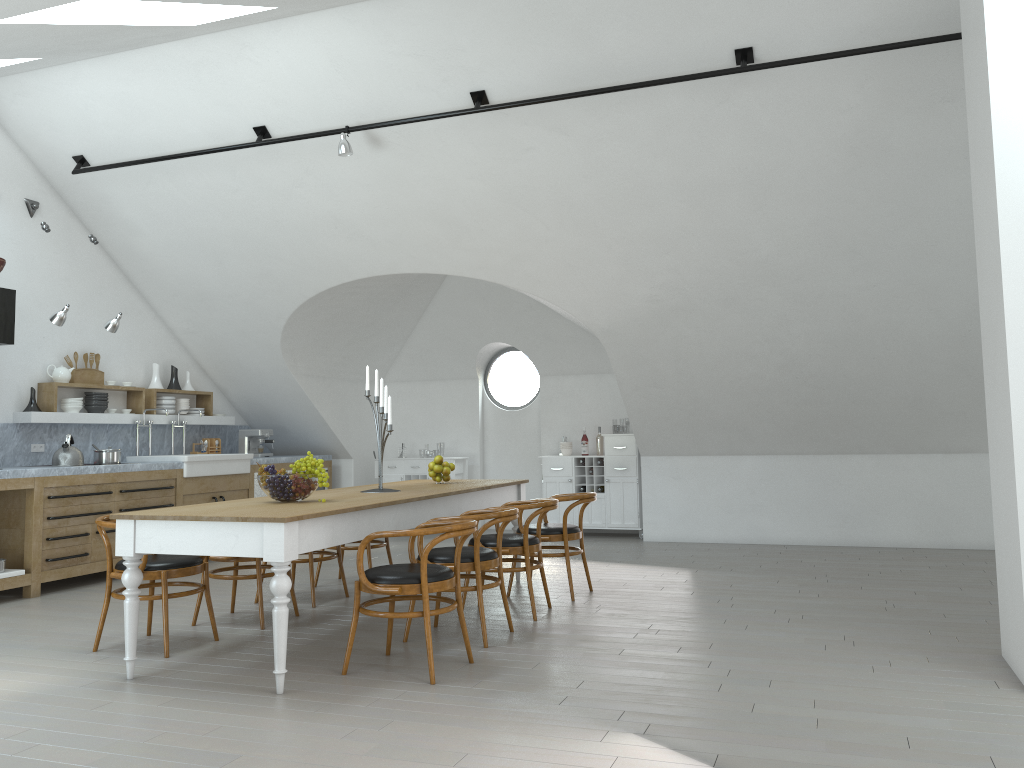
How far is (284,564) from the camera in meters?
4.1

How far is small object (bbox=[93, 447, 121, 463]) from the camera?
7.7m

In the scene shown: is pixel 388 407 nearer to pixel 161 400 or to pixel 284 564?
pixel 284 564

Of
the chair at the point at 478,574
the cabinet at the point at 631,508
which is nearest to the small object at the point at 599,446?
the cabinet at the point at 631,508

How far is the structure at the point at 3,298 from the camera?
6.8 meters

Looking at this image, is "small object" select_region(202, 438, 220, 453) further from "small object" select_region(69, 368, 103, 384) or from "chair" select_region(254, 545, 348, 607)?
"chair" select_region(254, 545, 348, 607)

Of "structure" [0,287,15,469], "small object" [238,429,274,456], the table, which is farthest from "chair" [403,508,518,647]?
"small object" [238,429,274,456]

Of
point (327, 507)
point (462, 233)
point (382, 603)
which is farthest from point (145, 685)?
point (462, 233)

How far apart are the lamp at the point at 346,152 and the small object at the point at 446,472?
2.5 meters

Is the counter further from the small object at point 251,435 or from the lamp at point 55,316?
the lamp at point 55,316
